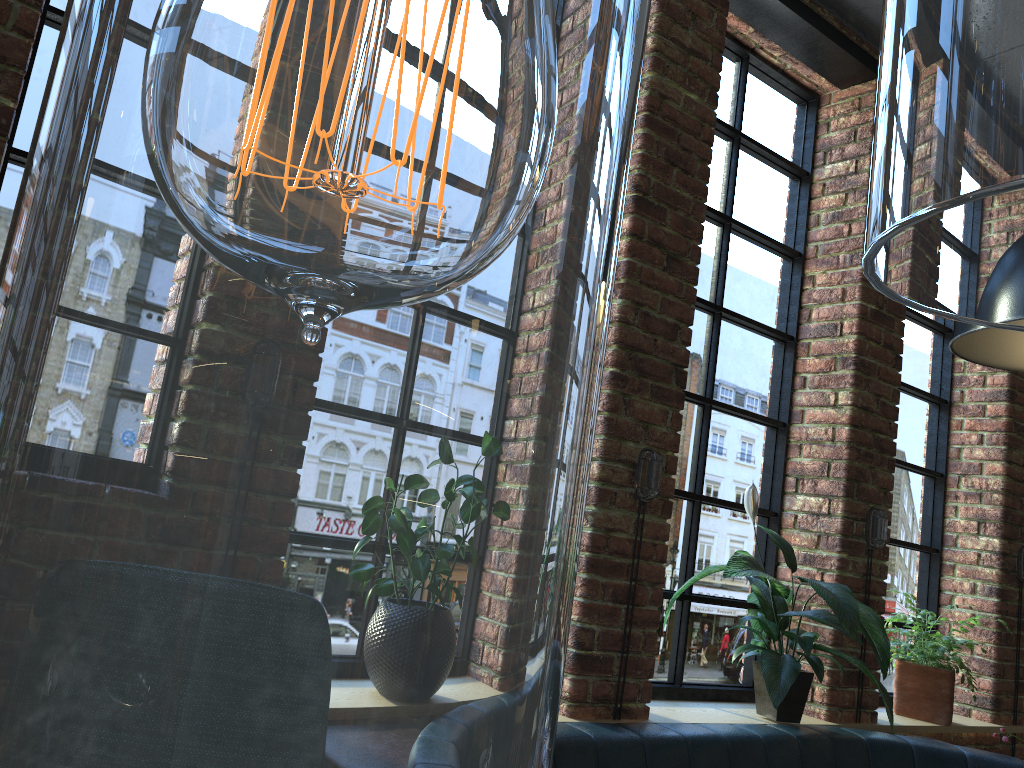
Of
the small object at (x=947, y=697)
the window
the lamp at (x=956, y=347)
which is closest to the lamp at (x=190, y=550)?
the window

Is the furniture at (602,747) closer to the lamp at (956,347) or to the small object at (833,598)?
the small object at (833,598)

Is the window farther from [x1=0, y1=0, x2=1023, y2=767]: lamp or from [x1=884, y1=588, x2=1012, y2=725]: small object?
[x1=0, y1=0, x2=1023, y2=767]: lamp

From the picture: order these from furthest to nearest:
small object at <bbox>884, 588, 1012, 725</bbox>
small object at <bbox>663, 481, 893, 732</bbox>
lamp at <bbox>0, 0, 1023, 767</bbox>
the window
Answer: small object at <bbox>884, 588, 1012, 725</bbox>
the window
small object at <bbox>663, 481, 893, 732</bbox>
lamp at <bbox>0, 0, 1023, 767</bbox>

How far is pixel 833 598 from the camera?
2.7m

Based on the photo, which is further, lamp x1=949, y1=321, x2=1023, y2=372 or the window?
the window

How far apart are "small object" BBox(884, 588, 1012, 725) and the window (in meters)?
0.11

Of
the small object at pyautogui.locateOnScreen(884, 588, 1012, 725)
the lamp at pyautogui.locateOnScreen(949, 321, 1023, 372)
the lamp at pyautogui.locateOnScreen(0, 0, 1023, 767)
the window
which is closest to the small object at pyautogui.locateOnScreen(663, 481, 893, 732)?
the window

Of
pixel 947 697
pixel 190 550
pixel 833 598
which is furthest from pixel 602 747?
pixel 190 550

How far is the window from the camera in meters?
3.1 m
